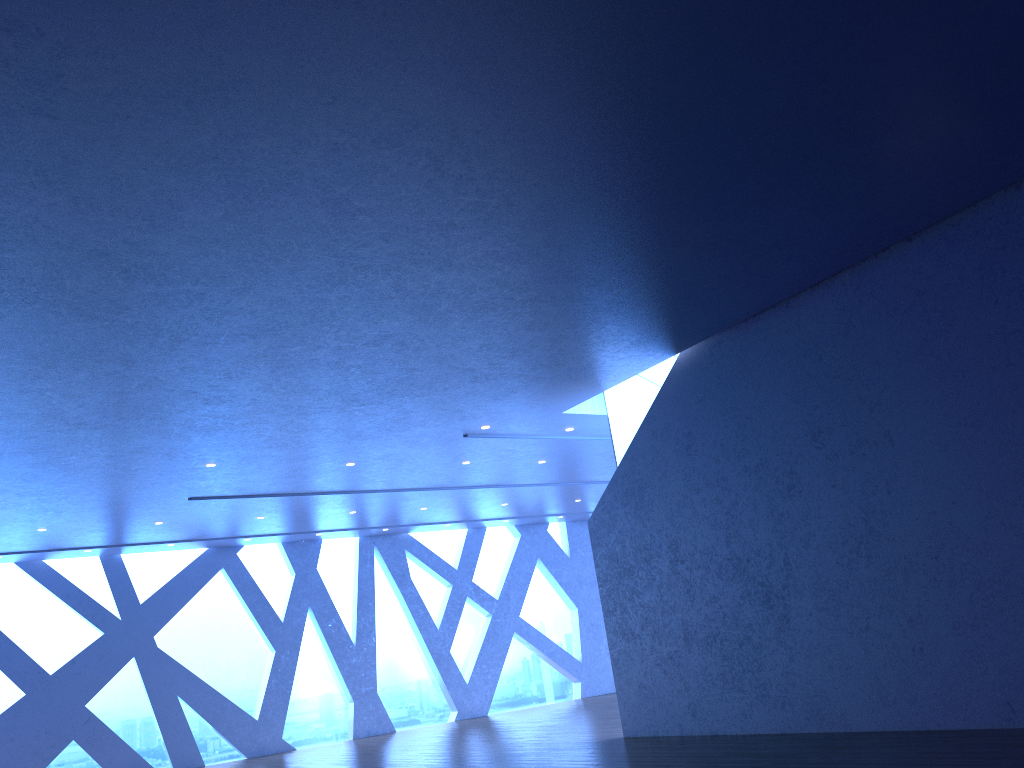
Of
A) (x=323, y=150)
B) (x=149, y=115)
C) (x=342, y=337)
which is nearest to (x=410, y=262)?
(x=342, y=337)

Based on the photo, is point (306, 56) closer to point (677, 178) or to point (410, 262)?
point (410, 262)
